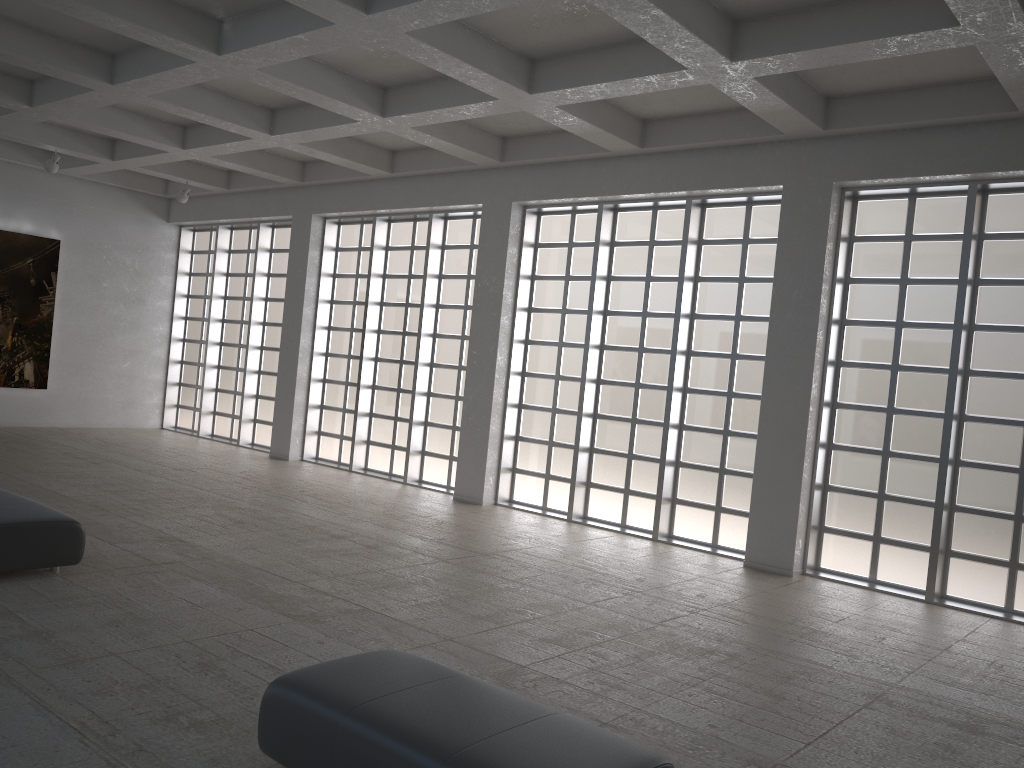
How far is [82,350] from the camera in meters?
31.1

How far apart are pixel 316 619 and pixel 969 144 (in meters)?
13.53
